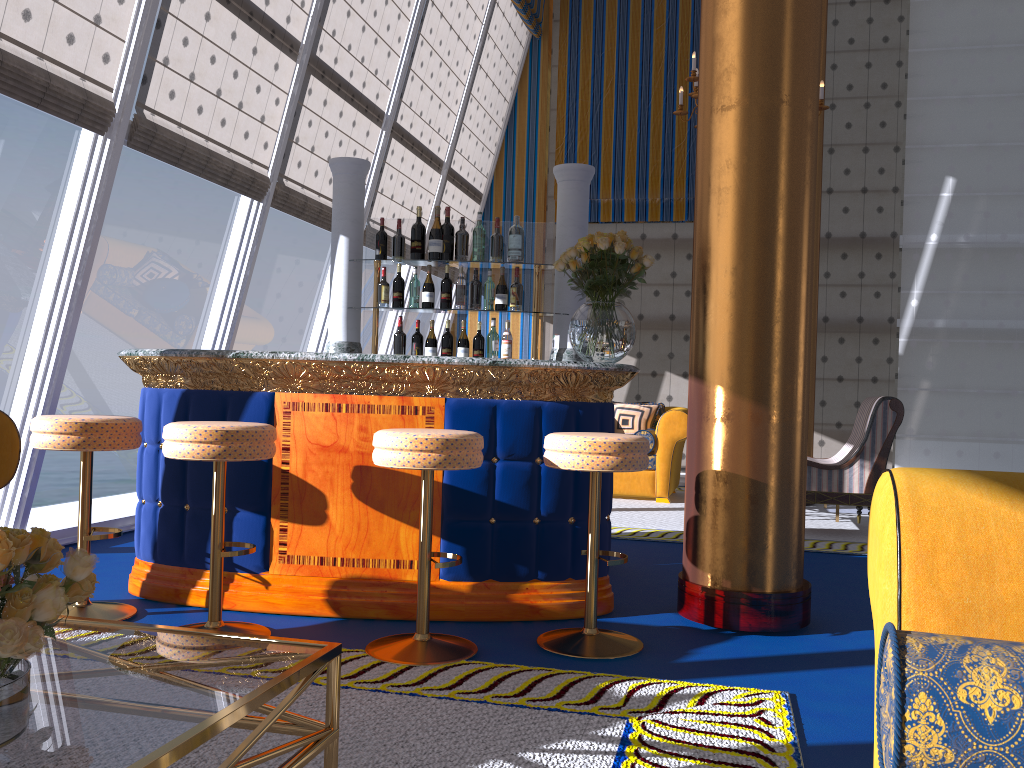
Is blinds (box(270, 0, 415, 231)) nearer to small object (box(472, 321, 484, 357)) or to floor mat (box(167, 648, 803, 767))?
small object (box(472, 321, 484, 357))

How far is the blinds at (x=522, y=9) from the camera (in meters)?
9.49

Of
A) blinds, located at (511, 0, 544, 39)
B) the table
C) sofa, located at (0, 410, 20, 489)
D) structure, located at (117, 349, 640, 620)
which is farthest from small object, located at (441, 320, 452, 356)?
blinds, located at (511, 0, 544, 39)

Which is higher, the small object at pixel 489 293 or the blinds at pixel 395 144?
the blinds at pixel 395 144

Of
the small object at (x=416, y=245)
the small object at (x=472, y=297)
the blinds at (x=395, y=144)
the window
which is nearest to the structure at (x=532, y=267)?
the small object at (x=416, y=245)

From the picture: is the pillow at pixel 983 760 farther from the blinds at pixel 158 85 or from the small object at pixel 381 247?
the blinds at pixel 158 85

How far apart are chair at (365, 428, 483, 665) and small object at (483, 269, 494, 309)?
1.8 meters

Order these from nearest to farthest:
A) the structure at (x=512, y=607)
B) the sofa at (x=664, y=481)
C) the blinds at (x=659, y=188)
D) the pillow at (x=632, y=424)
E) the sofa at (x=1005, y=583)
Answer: the sofa at (x=1005, y=583), the structure at (x=512, y=607), the sofa at (x=664, y=481), the pillow at (x=632, y=424), the blinds at (x=659, y=188)

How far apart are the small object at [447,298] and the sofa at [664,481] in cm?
343

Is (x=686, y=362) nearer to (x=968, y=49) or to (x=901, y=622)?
(x=968, y=49)
